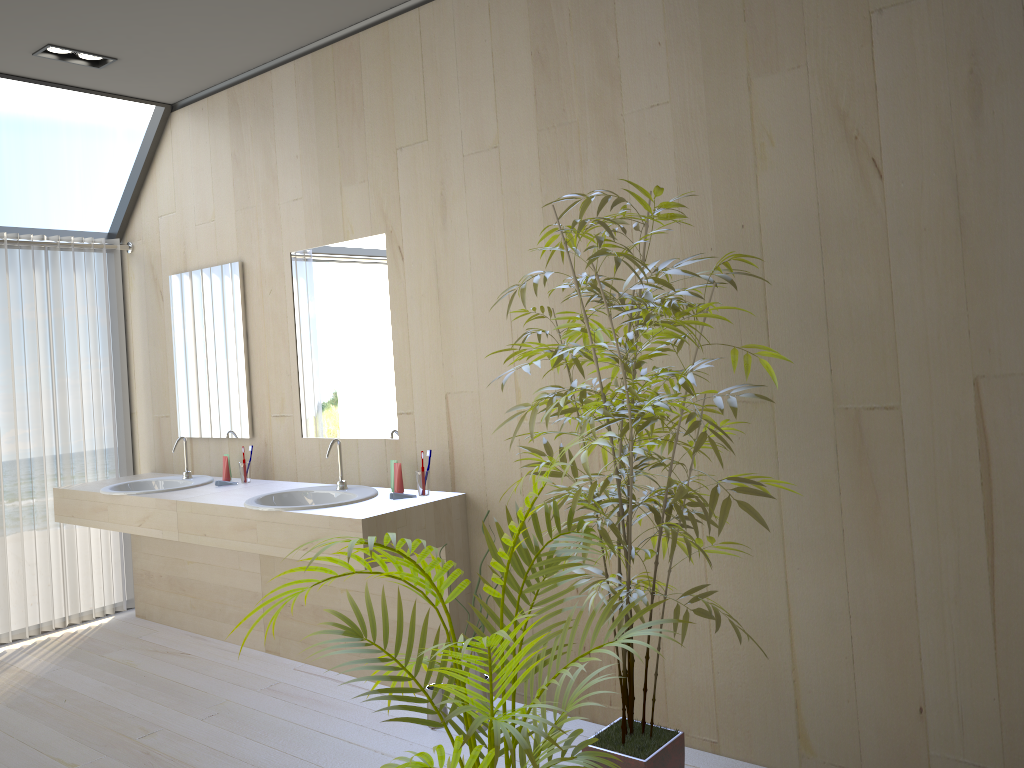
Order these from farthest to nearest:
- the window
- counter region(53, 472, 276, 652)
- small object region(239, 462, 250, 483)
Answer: the window
small object region(239, 462, 250, 483)
counter region(53, 472, 276, 652)

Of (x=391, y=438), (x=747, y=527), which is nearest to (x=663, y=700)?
(x=747, y=527)

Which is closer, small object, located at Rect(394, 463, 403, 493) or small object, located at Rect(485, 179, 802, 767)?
small object, located at Rect(485, 179, 802, 767)

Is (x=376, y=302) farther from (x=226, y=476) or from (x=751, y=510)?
(x=751, y=510)

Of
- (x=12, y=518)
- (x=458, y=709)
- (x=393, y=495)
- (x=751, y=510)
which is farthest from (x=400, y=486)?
(x=12, y=518)

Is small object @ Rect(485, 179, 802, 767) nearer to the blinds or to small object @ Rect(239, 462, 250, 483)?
small object @ Rect(239, 462, 250, 483)

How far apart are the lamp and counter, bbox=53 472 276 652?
2.0 meters

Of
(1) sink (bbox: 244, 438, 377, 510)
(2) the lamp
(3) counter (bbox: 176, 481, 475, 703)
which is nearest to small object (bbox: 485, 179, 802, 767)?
(3) counter (bbox: 176, 481, 475, 703)

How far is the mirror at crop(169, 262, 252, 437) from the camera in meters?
4.4 m

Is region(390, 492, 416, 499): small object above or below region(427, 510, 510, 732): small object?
above
